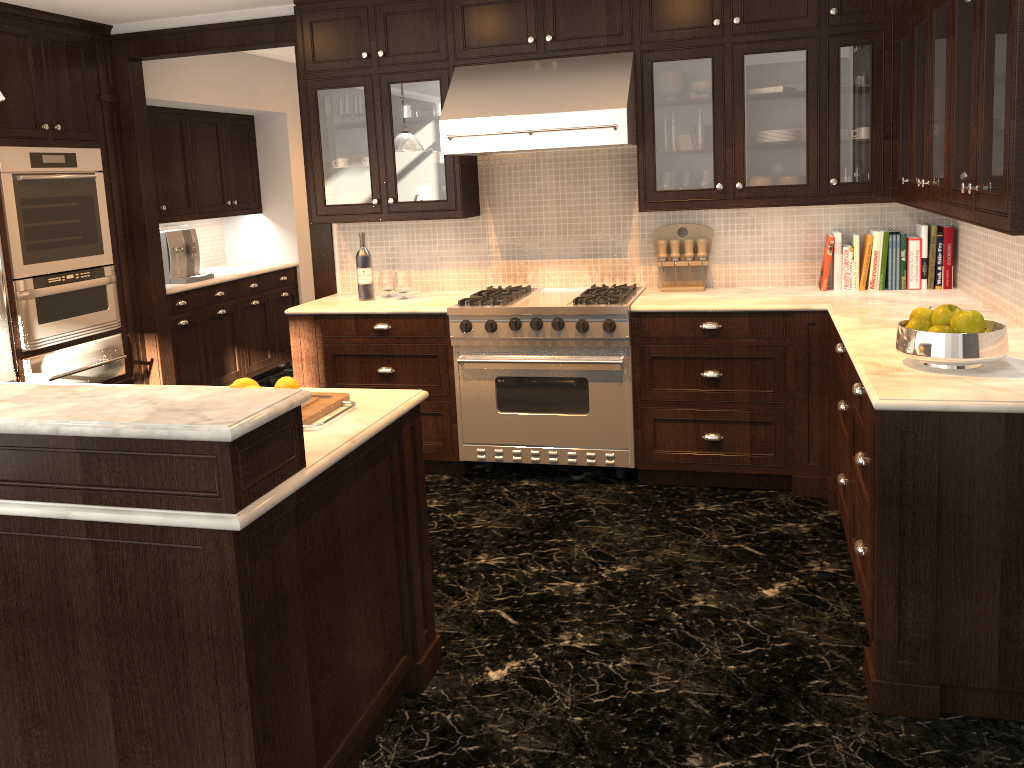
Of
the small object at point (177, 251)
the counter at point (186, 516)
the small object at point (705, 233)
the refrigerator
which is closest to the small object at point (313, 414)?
the counter at point (186, 516)

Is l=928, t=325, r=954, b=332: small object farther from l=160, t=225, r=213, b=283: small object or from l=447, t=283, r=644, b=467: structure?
l=160, t=225, r=213, b=283: small object

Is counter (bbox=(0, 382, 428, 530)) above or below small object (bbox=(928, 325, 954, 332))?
below

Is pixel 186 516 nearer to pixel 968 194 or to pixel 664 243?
pixel 968 194

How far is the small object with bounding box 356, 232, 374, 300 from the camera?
4.8 meters

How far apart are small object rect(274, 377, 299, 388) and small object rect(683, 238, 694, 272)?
2.6m

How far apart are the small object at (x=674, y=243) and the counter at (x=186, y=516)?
2.2m

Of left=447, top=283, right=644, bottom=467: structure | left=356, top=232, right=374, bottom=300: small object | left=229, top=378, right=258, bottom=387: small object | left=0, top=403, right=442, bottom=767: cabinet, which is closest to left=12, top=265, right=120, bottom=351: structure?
left=356, top=232, right=374, bottom=300: small object

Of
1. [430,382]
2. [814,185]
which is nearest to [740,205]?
[814,185]

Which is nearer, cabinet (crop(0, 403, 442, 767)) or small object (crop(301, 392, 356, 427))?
cabinet (crop(0, 403, 442, 767))
